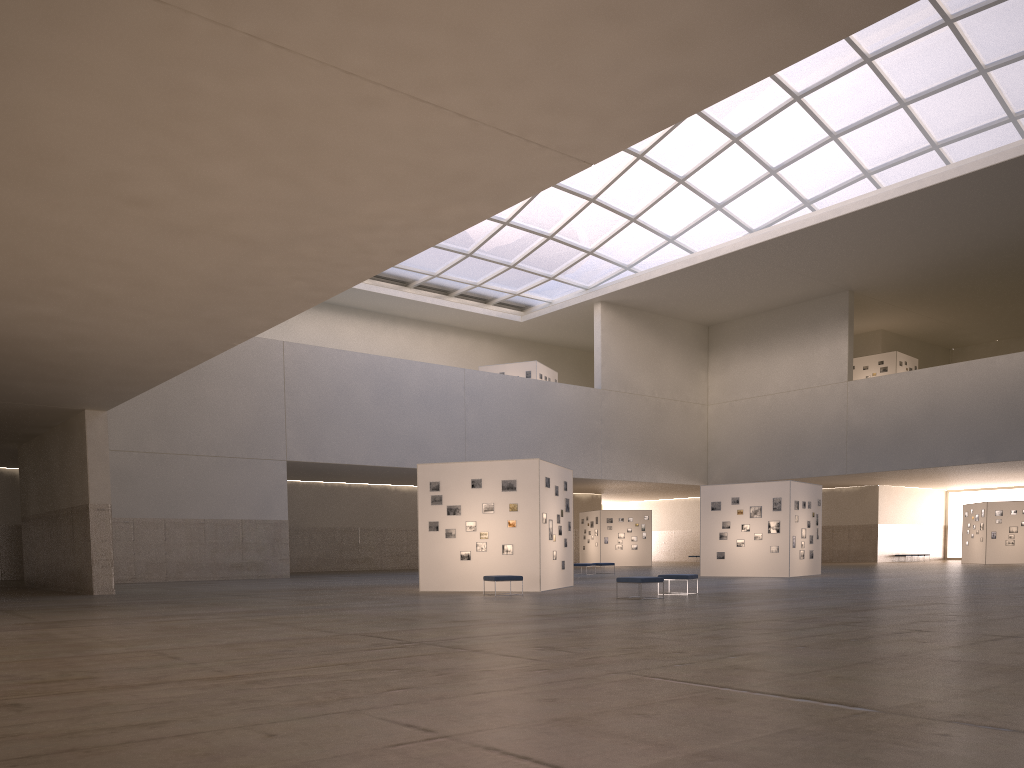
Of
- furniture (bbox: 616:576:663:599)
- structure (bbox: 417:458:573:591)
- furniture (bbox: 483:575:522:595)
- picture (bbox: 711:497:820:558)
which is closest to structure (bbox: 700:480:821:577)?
picture (bbox: 711:497:820:558)

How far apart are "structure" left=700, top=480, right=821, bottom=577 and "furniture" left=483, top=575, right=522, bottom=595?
18.4m

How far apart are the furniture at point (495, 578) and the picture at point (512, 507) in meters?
2.5

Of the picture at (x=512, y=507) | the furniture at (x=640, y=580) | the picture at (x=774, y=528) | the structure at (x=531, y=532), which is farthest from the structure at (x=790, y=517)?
the furniture at (x=640, y=580)

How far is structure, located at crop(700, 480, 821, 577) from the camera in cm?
4063

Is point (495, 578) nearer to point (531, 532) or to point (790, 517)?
point (531, 532)

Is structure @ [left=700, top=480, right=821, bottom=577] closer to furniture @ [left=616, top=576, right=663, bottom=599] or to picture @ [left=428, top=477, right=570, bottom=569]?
picture @ [left=428, top=477, right=570, bottom=569]

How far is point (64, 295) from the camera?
18.17m

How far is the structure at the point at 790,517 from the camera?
40.6 meters

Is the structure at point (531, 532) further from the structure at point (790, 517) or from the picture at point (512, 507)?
the structure at point (790, 517)
